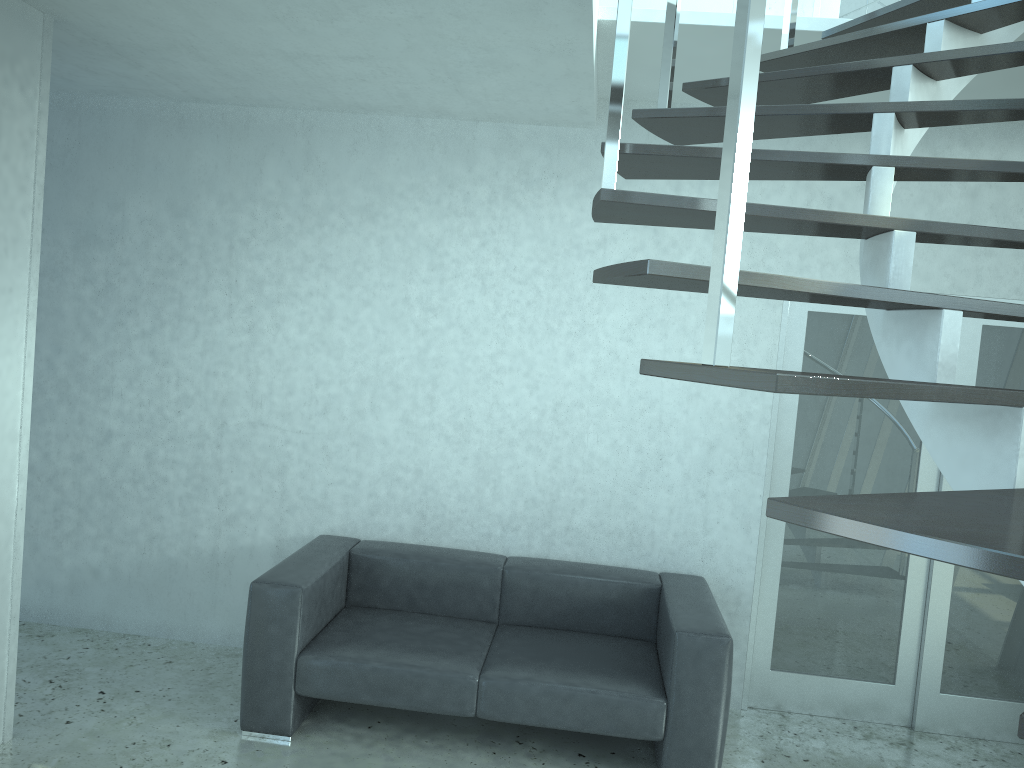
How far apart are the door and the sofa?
0.4m

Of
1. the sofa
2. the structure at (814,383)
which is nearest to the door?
the sofa

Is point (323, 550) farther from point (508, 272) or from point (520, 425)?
point (508, 272)

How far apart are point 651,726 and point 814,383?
2.7m

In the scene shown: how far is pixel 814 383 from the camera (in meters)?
1.16

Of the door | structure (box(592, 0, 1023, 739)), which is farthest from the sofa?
structure (box(592, 0, 1023, 739))

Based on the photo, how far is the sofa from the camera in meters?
3.5 m

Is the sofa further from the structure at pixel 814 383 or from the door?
the structure at pixel 814 383

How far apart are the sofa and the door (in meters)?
0.43

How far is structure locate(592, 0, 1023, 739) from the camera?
1.2m
